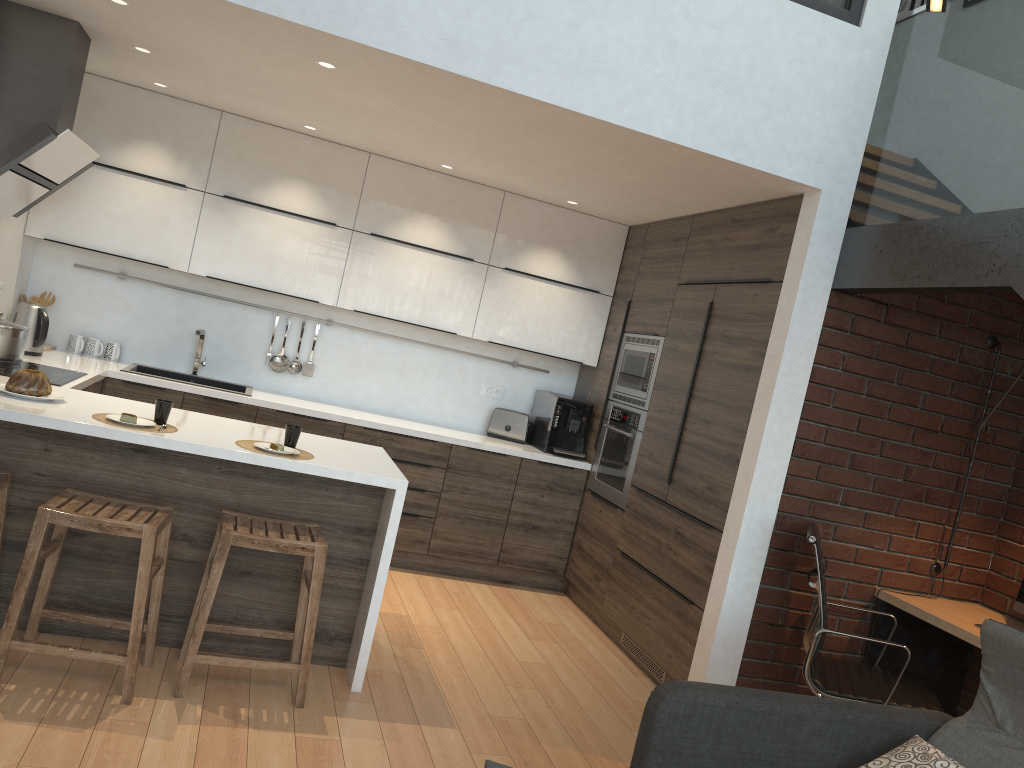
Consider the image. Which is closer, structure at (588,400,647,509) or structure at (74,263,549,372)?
structure at (588,400,647,509)

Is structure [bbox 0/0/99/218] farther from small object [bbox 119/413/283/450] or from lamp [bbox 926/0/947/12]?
lamp [bbox 926/0/947/12]

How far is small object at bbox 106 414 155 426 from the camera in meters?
3.3 m

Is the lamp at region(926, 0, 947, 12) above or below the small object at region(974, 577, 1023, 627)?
above

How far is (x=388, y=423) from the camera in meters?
5.3

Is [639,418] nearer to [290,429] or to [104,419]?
[290,429]

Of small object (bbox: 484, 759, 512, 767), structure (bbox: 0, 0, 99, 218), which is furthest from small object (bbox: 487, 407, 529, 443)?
small object (bbox: 484, 759, 512, 767)

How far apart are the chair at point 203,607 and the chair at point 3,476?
0.7m

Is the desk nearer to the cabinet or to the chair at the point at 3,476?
the cabinet

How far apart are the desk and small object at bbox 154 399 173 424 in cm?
318
